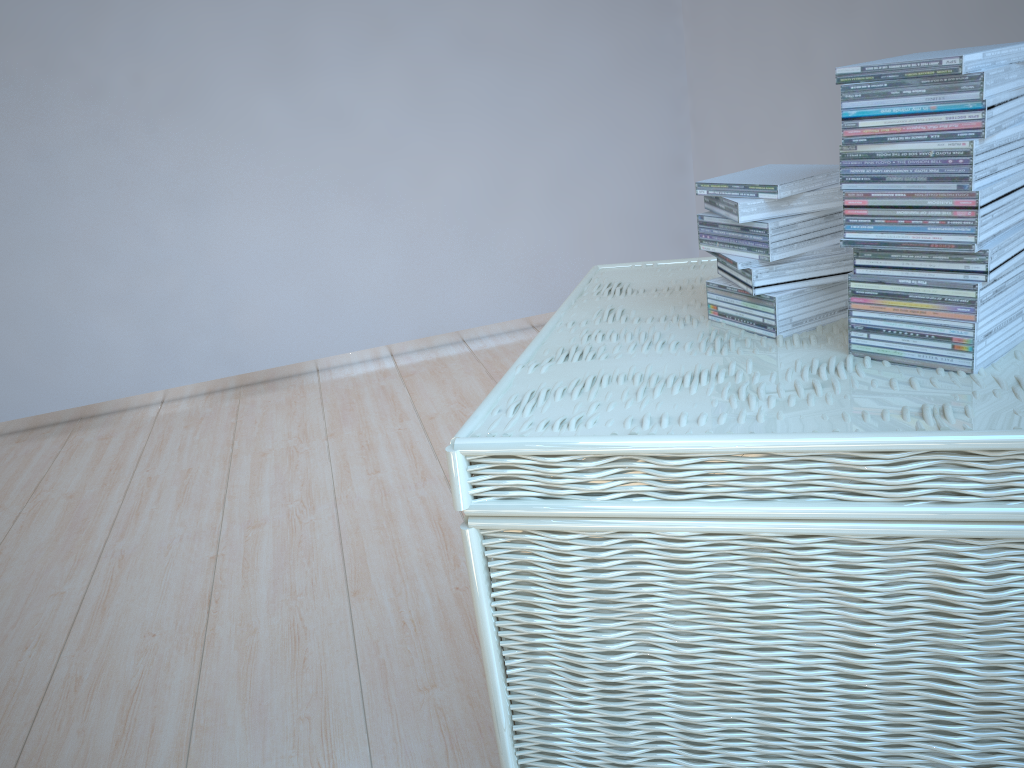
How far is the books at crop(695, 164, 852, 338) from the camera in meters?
1.0 m

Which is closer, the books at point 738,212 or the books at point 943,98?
the books at point 943,98

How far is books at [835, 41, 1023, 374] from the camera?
0.8m

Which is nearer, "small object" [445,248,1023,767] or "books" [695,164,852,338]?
"small object" [445,248,1023,767]

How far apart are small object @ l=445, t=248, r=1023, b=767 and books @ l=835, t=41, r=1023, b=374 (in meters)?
0.01

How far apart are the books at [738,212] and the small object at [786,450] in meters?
0.0 m

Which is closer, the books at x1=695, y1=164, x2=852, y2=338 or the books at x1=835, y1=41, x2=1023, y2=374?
the books at x1=835, y1=41, x2=1023, y2=374

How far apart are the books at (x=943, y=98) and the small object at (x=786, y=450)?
0.0m

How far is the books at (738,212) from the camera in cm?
100
